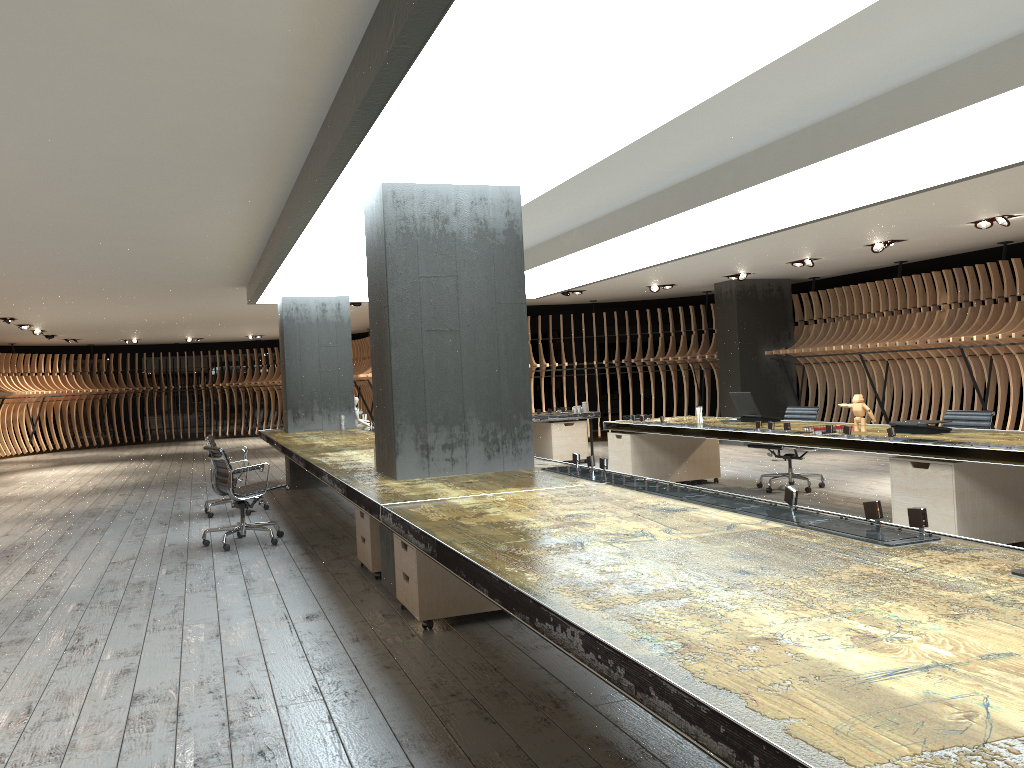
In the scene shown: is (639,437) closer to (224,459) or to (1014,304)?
(224,459)

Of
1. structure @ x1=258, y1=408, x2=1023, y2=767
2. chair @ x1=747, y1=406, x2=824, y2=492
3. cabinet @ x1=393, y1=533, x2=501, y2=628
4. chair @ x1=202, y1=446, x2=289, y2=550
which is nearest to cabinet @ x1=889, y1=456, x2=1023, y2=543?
structure @ x1=258, y1=408, x2=1023, y2=767

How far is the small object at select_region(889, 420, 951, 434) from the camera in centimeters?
655cm

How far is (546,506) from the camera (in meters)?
3.96

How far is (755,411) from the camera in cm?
885

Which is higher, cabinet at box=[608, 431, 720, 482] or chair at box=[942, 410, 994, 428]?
chair at box=[942, 410, 994, 428]

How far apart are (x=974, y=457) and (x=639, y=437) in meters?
4.4 m

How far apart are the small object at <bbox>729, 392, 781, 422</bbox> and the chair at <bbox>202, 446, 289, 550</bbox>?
4.59m

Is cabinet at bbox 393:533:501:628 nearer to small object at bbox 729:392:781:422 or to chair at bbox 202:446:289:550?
chair at bbox 202:446:289:550

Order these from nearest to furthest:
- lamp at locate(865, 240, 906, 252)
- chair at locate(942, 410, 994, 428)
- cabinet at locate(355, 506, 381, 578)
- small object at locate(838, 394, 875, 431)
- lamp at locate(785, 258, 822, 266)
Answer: cabinet at locate(355, 506, 381, 578) < small object at locate(838, 394, 875, 431) < chair at locate(942, 410, 994, 428) < lamp at locate(865, 240, 906, 252) < lamp at locate(785, 258, 822, 266)
